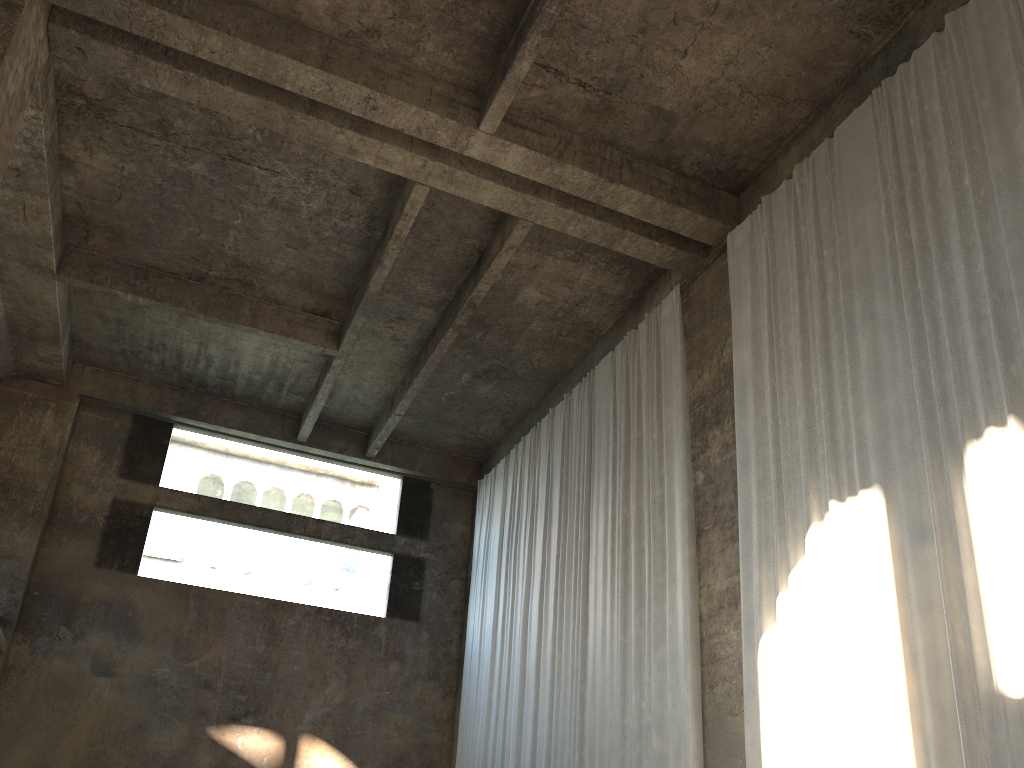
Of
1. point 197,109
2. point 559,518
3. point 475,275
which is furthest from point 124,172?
point 559,518

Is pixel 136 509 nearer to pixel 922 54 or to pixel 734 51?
pixel 734 51

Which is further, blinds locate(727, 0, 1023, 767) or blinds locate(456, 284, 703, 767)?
blinds locate(456, 284, 703, 767)

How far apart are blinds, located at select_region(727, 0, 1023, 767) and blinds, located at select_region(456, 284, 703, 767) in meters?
1.0 m

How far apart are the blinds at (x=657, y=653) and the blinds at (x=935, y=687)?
1.01m

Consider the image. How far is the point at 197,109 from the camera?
11.16m

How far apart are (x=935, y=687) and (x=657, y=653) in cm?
407

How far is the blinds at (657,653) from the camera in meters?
10.3 m

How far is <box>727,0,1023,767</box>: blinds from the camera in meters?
→ 6.6

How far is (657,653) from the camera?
10.3m
